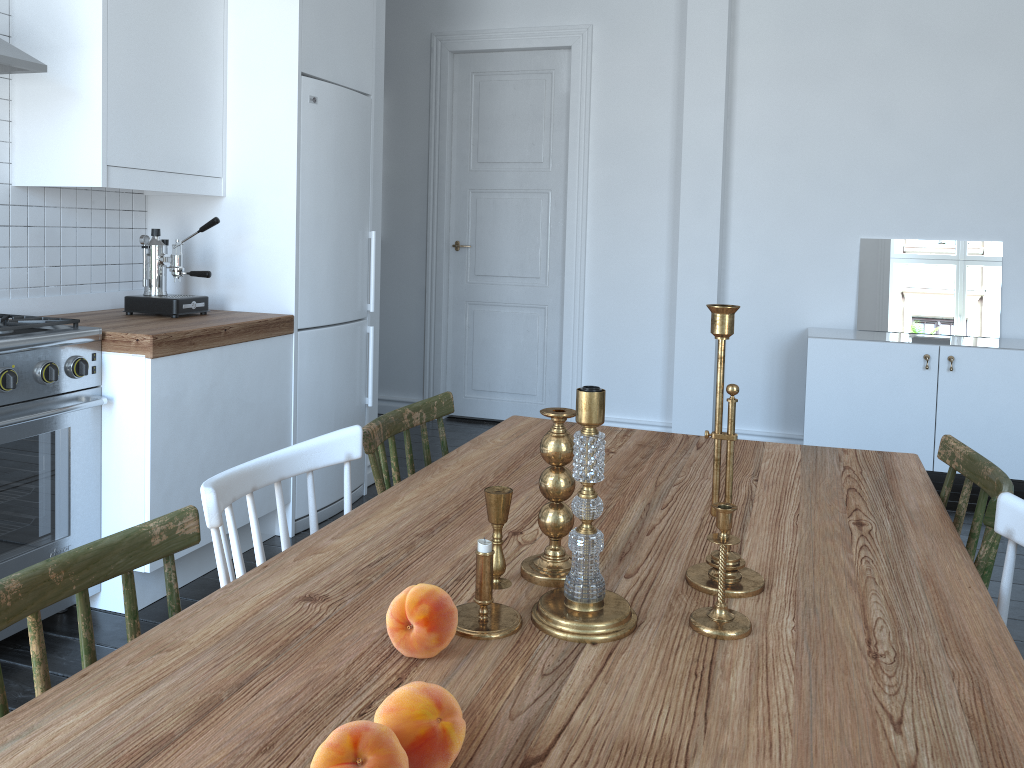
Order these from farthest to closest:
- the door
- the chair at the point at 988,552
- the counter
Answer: the door < the counter < the chair at the point at 988,552

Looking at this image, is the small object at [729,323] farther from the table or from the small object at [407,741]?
the small object at [407,741]

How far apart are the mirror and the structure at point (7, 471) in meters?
3.8

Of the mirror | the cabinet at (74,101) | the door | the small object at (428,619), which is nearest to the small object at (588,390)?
the small object at (428,619)

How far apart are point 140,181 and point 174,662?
2.4 meters

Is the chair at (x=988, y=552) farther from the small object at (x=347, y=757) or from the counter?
the counter

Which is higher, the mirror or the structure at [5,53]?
the structure at [5,53]

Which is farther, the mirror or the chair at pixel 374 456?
the mirror

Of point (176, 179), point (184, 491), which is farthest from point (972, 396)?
point (176, 179)

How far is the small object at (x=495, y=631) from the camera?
1.14m
